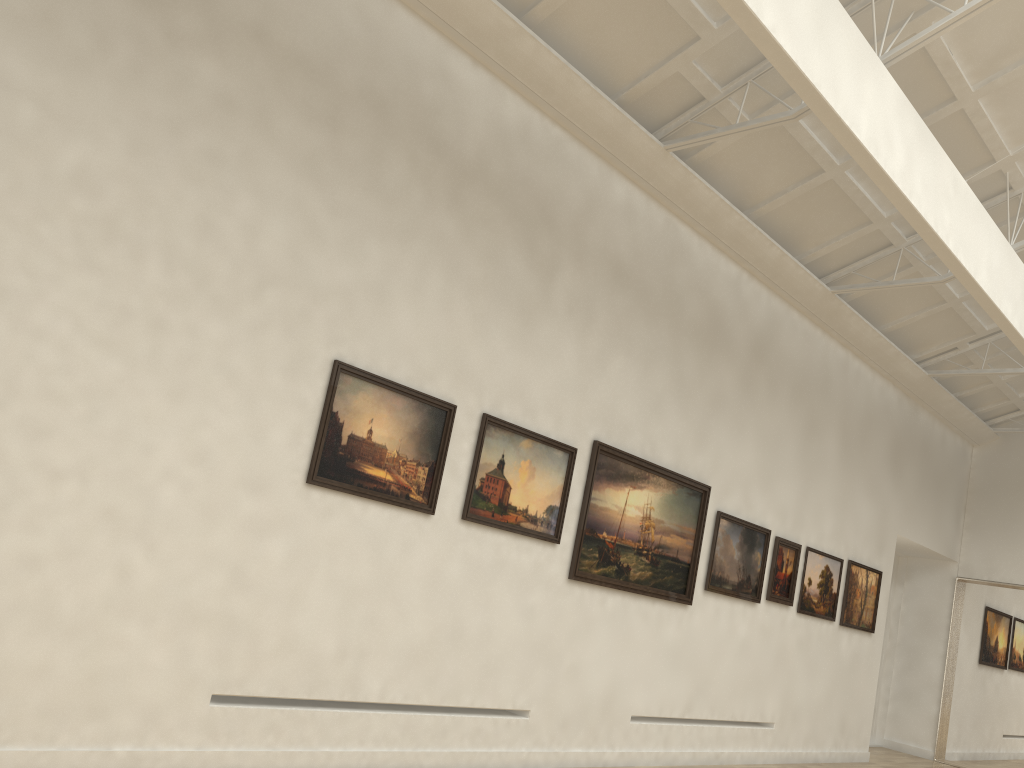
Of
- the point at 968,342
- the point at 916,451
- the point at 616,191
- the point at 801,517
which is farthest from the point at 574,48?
the point at 916,451
